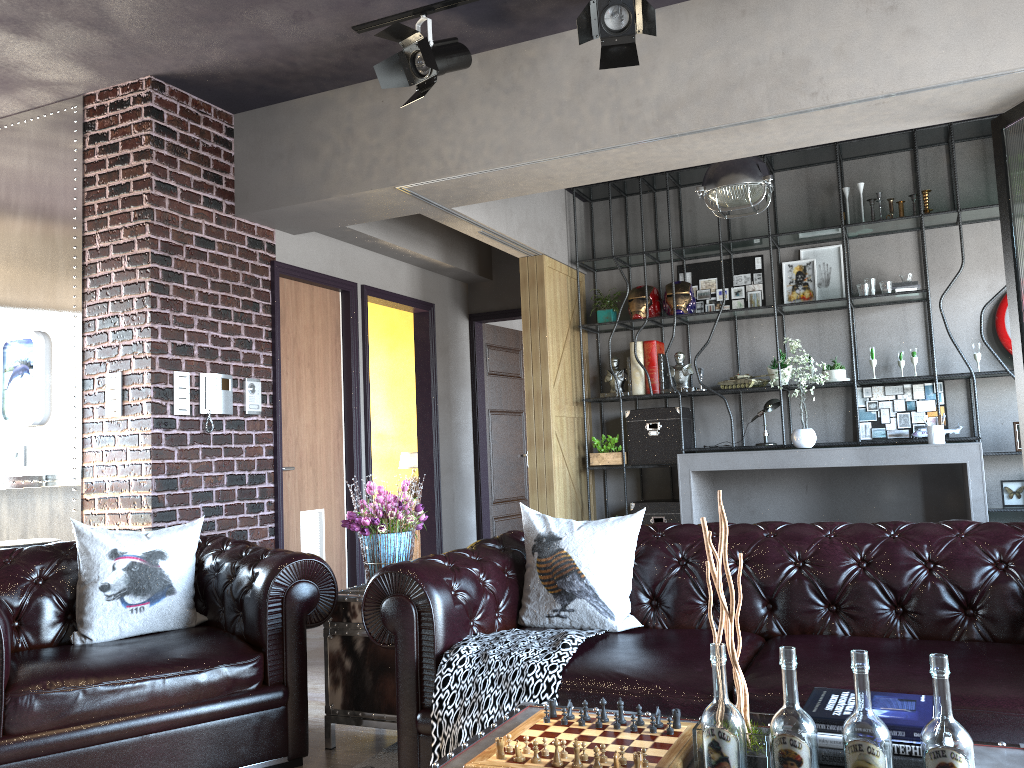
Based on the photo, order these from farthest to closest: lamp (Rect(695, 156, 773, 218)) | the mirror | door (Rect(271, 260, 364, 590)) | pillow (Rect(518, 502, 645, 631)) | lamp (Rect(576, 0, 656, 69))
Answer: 1. door (Rect(271, 260, 364, 590))
2. lamp (Rect(695, 156, 773, 218))
3. the mirror
4. lamp (Rect(576, 0, 656, 69))
5. pillow (Rect(518, 502, 645, 631))

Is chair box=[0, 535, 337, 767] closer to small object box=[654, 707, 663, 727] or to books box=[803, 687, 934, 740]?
small object box=[654, 707, 663, 727]

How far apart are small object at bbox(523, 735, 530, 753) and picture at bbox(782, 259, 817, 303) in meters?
6.1 m

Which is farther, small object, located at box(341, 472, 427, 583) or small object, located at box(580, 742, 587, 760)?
small object, located at box(341, 472, 427, 583)

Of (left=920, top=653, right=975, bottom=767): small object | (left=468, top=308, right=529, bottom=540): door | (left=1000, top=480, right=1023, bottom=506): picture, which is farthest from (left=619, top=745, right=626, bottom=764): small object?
(left=468, top=308, right=529, bottom=540): door

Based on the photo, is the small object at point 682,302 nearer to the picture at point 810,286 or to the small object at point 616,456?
the picture at point 810,286

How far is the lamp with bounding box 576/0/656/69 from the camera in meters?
4.1 m

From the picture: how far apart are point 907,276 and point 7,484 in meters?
6.4

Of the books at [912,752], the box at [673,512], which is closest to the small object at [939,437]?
the box at [673,512]

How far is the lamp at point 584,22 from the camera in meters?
4.1 m
